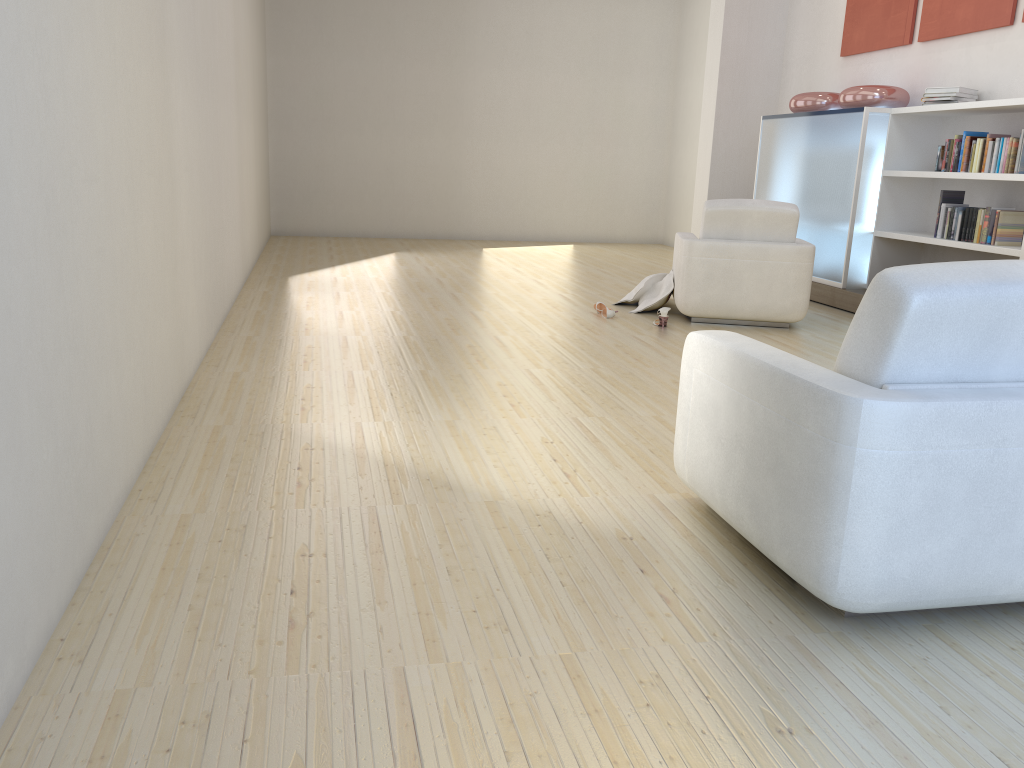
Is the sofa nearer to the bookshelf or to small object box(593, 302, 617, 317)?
small object box(593, 302, 617, 317)

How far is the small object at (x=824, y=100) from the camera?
7.7 meters

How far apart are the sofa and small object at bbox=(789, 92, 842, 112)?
6.0 meters

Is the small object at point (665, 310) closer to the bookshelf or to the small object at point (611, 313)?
the small object at point (611, 313)

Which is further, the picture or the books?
the picture

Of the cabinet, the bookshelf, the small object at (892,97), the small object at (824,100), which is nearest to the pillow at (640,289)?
the cabinet

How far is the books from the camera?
5.8m

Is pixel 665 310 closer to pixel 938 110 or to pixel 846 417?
pixel 938 110

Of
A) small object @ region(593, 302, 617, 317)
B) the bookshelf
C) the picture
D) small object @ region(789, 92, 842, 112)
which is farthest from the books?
small object @ region(593, 302, 617, 317)

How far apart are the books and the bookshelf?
0.1m
